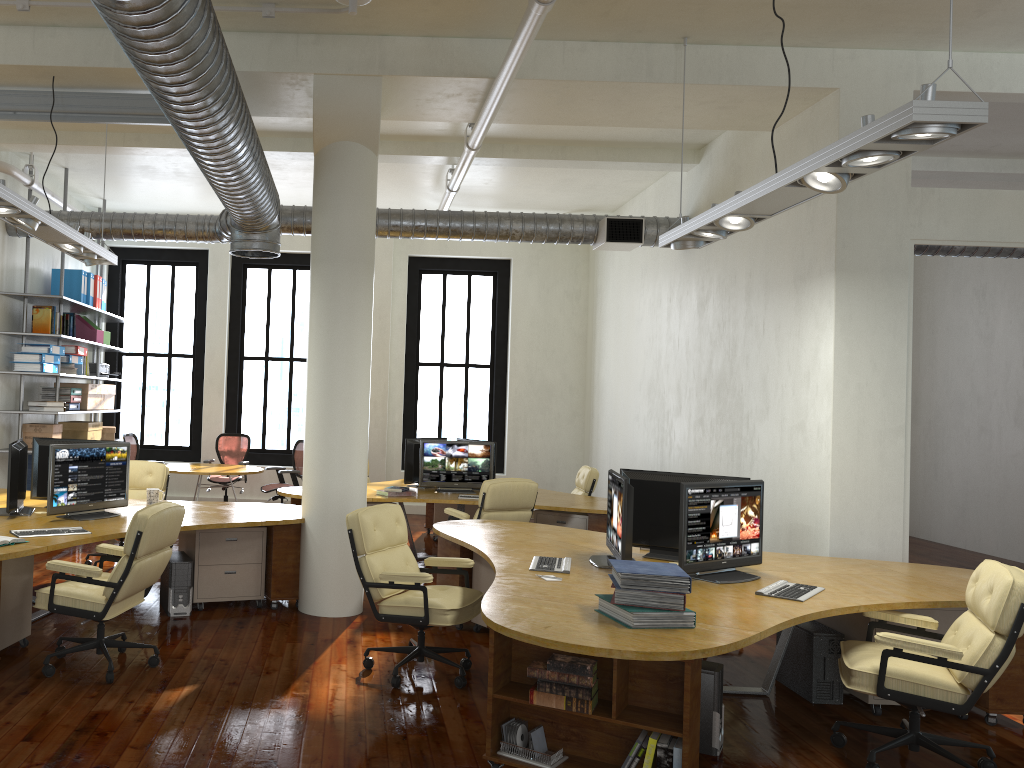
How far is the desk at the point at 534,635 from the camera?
3.6 meters

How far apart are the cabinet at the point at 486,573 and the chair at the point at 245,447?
6.0m

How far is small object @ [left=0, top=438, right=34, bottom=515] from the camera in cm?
639

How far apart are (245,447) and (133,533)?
7.7 meters

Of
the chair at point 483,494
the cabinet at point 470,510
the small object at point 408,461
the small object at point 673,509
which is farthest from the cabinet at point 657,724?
the cabinet at point 470,510

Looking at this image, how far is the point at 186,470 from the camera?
11.1 meters

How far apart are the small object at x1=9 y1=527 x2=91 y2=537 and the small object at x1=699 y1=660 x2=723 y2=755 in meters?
3.9 m

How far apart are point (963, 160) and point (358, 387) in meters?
7.2 m

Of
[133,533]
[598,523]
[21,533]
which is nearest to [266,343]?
[598,523]

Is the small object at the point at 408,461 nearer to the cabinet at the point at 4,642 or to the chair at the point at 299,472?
the chair at the point at 299,472
